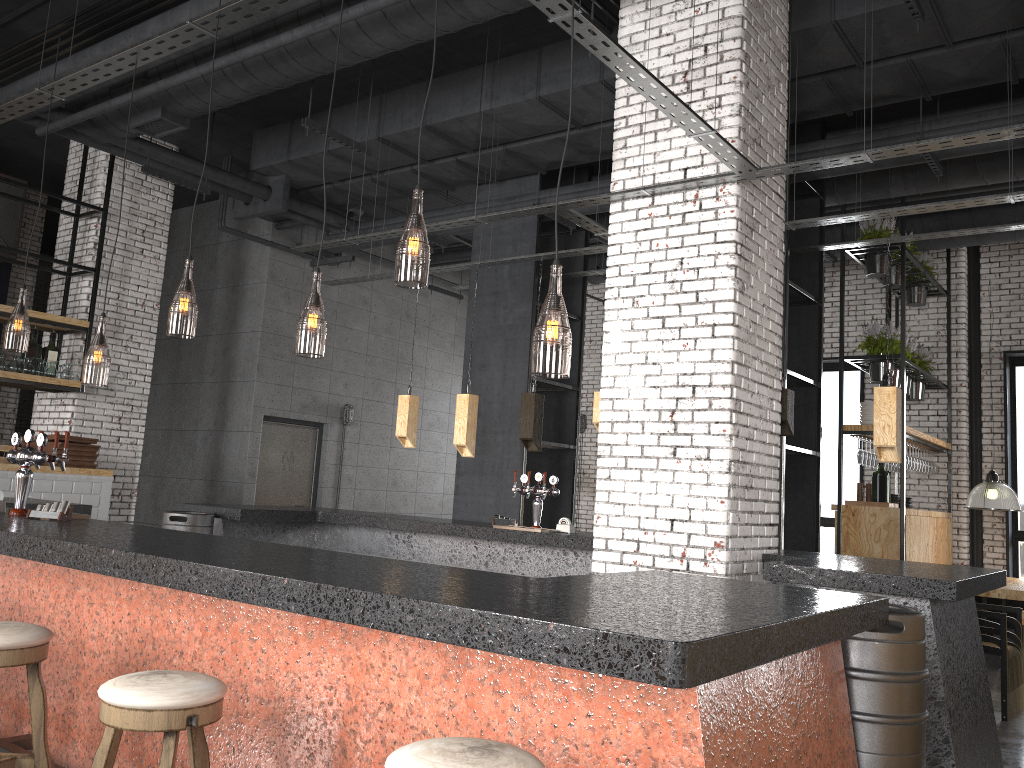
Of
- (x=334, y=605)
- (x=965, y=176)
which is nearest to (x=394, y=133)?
(x=965, y=176)

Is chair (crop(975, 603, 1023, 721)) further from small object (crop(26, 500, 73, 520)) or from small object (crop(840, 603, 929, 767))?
small object (crop(26, 500, 73, 520))

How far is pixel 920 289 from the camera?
10.2 meters

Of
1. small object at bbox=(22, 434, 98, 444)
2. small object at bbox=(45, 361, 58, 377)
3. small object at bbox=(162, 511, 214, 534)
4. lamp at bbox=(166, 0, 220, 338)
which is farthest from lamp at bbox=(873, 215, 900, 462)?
small object at bbox=(45, 361, 58, 377)

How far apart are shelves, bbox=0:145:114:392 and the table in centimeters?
884cm

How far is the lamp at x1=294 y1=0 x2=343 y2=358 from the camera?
7.3m

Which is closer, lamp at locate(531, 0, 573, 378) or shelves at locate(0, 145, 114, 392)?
lamp at locate(531, 0, 573, 378)

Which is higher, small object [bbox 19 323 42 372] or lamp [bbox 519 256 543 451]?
small object [bbox 19 323 42 372]

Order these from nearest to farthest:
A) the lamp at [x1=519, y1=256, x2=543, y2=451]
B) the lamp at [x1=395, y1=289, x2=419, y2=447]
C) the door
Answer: the lamp at [x1=519, y1=256, x2=543, y2=451] → the lamp at [x1=395, y1=289, x2=419, y2=447] → the door

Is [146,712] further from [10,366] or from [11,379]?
[10,366]
